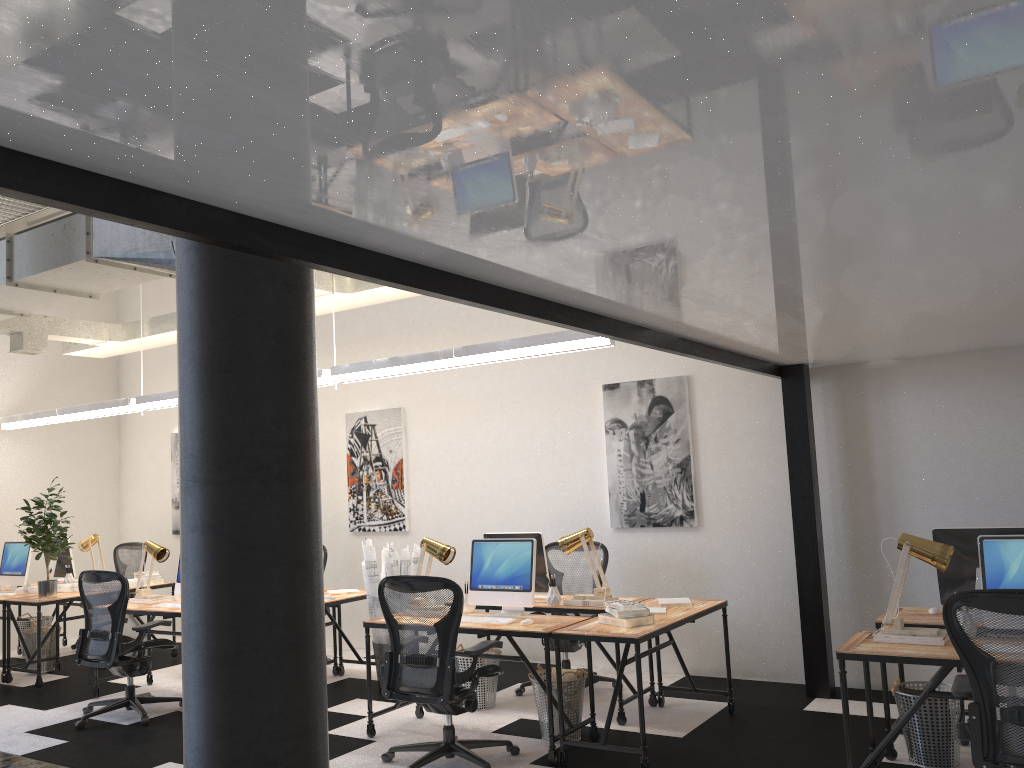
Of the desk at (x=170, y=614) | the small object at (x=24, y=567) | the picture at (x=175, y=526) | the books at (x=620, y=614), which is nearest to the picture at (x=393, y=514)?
the desk at (x=170, y=614)

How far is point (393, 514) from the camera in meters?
8.5

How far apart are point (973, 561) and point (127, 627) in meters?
7.4

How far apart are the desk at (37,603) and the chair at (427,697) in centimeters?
410cm

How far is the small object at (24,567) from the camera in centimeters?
838cm

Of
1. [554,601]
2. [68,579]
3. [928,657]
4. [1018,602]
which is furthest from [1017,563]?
[68,579]

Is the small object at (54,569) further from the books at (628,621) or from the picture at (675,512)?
the books at (628,621)

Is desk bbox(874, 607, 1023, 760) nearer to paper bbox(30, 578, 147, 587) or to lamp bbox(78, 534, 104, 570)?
paper bbox(30, 578, 147, 587)

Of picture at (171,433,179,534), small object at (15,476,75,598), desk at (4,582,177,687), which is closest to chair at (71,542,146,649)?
picture at (171,433,179,534)

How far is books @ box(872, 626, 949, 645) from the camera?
4.0 meters
